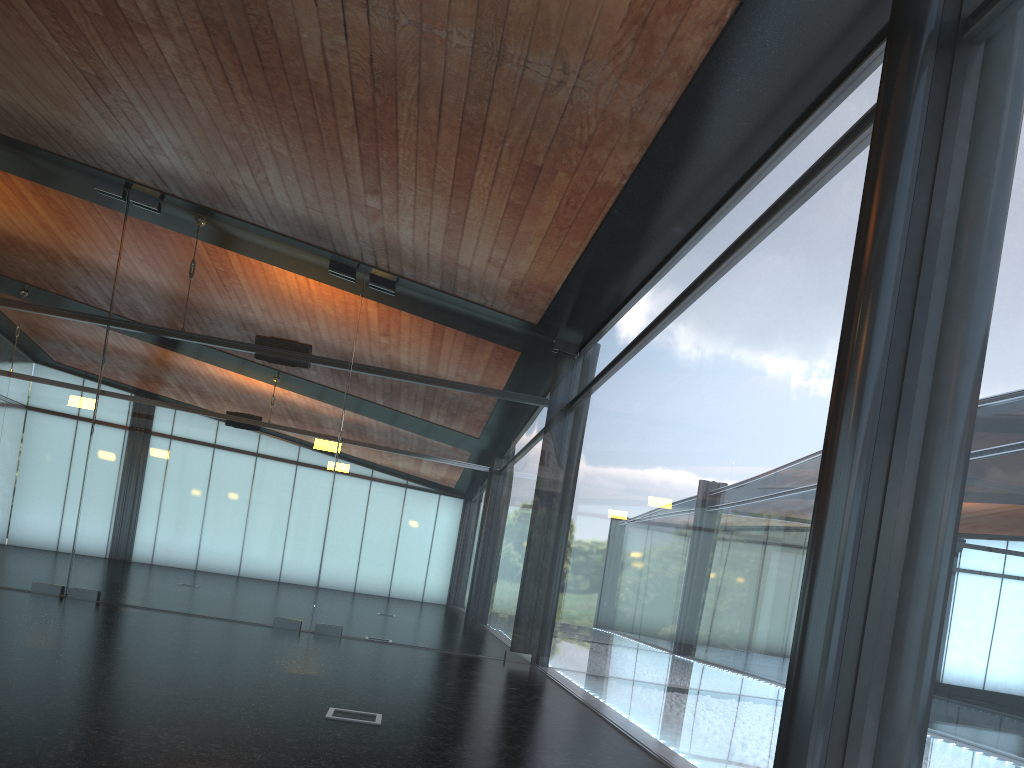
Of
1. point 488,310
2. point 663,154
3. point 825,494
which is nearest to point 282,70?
point 663,154

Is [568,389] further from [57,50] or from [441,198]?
[57,50]
